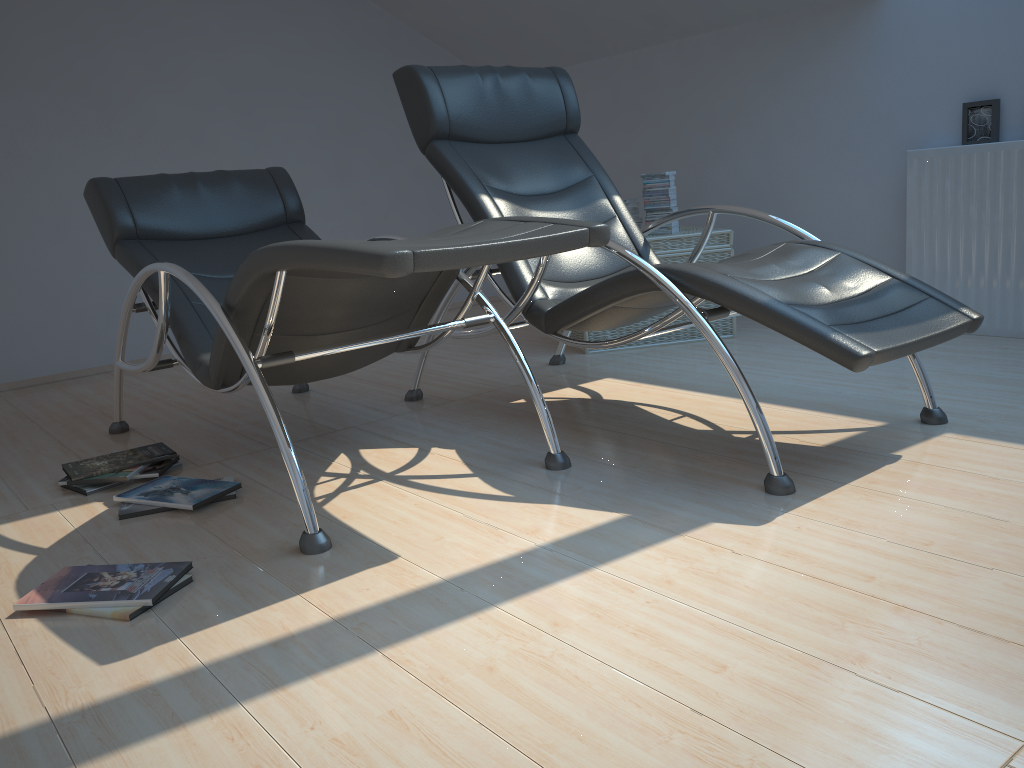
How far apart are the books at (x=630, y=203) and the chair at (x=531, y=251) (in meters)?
1.67

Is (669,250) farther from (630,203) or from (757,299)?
(757,299)

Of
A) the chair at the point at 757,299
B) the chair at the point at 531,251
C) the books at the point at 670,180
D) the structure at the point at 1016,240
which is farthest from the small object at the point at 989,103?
the chair at the point at 531,251

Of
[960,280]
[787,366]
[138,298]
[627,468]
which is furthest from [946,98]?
[138,298]

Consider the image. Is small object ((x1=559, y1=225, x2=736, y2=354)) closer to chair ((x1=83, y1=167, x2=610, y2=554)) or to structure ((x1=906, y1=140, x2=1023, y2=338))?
structure ((x1=906, y1=140, x2=1023, y2=338))

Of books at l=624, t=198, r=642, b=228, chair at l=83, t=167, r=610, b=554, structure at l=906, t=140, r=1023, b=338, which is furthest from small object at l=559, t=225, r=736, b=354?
chair at l=83, t=167, r=610, b=554

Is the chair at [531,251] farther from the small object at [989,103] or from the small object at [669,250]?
the small object at [989,103]

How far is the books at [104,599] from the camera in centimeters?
185cm

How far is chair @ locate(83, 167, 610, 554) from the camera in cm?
195

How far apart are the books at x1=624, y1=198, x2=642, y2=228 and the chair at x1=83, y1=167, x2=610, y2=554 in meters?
1.7 m
